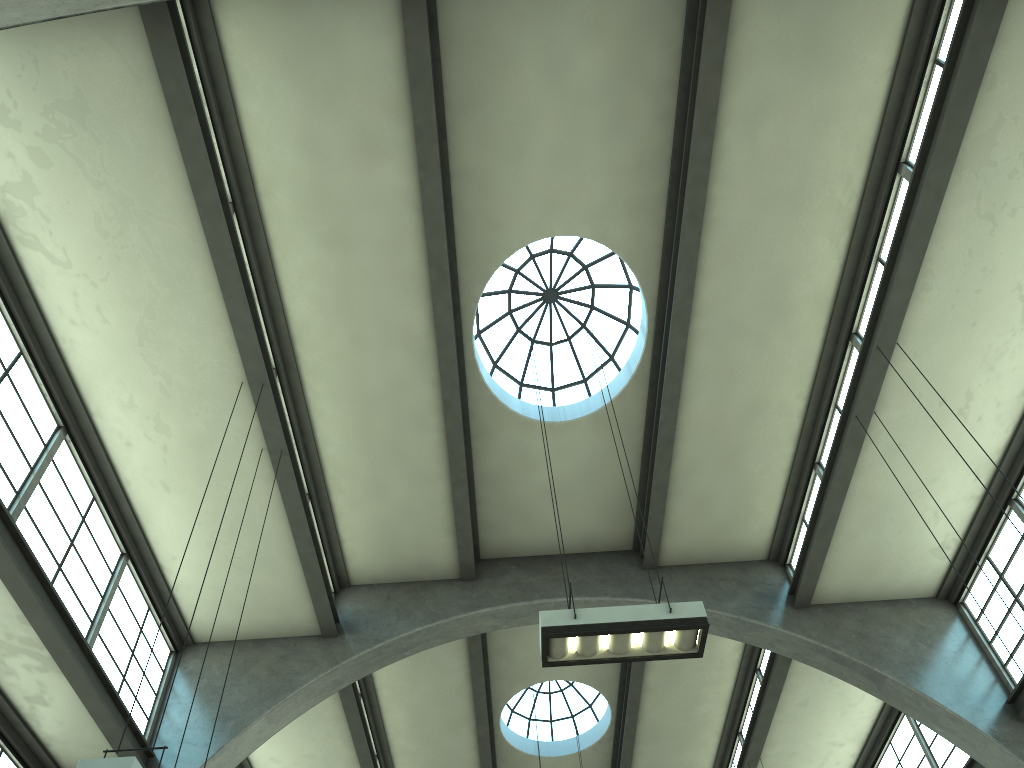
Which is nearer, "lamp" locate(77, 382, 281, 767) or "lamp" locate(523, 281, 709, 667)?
"lamp" locate(77, 382, 281, 767)

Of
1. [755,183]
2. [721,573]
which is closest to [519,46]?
[755,183]

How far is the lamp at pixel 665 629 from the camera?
6.9m

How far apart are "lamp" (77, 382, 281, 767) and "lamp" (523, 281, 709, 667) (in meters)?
3.24

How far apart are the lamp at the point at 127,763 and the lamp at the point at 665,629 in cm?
324

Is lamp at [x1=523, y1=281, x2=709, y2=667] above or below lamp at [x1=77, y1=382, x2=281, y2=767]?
above

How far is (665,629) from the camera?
6.9 meters

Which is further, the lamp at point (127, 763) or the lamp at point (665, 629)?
the lamp at point (665, 629)

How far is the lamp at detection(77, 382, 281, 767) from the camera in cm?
520

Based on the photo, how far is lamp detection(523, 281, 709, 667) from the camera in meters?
6.9 m
